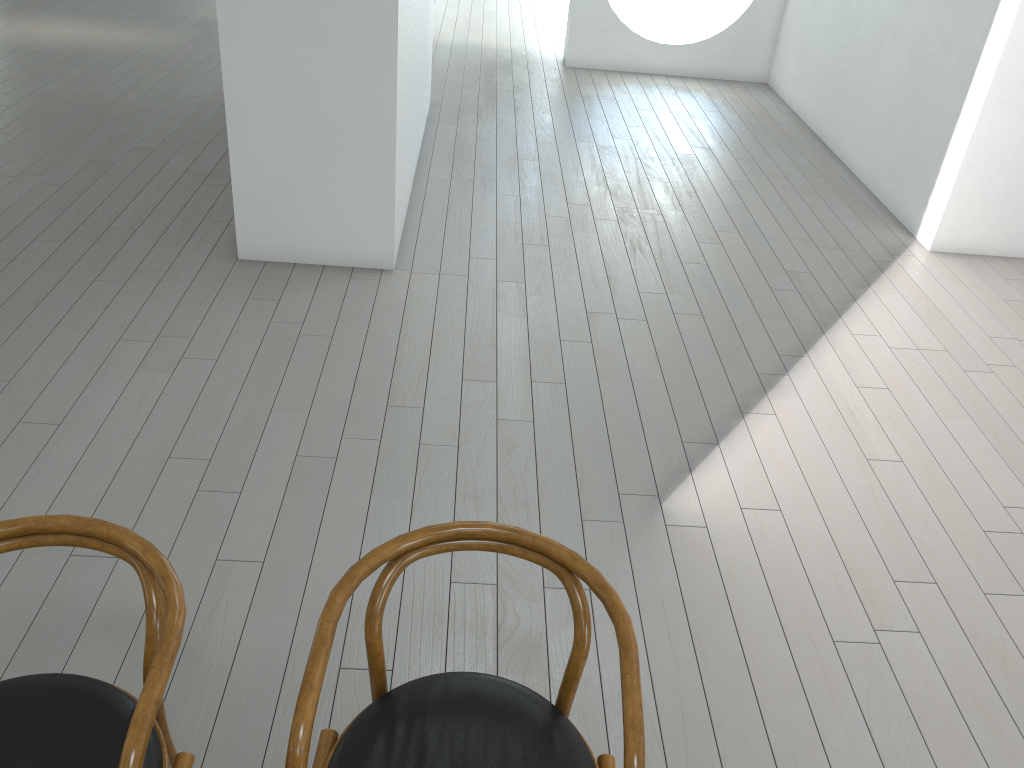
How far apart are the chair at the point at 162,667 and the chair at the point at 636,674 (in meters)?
0.20

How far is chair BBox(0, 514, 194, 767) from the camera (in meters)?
1.35

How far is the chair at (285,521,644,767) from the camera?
1.4m

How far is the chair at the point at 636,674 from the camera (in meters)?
1.41

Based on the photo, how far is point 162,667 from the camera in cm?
135

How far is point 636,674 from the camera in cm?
141

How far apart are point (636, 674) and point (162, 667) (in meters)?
0.73

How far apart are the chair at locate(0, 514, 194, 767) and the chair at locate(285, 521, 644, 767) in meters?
0.2
